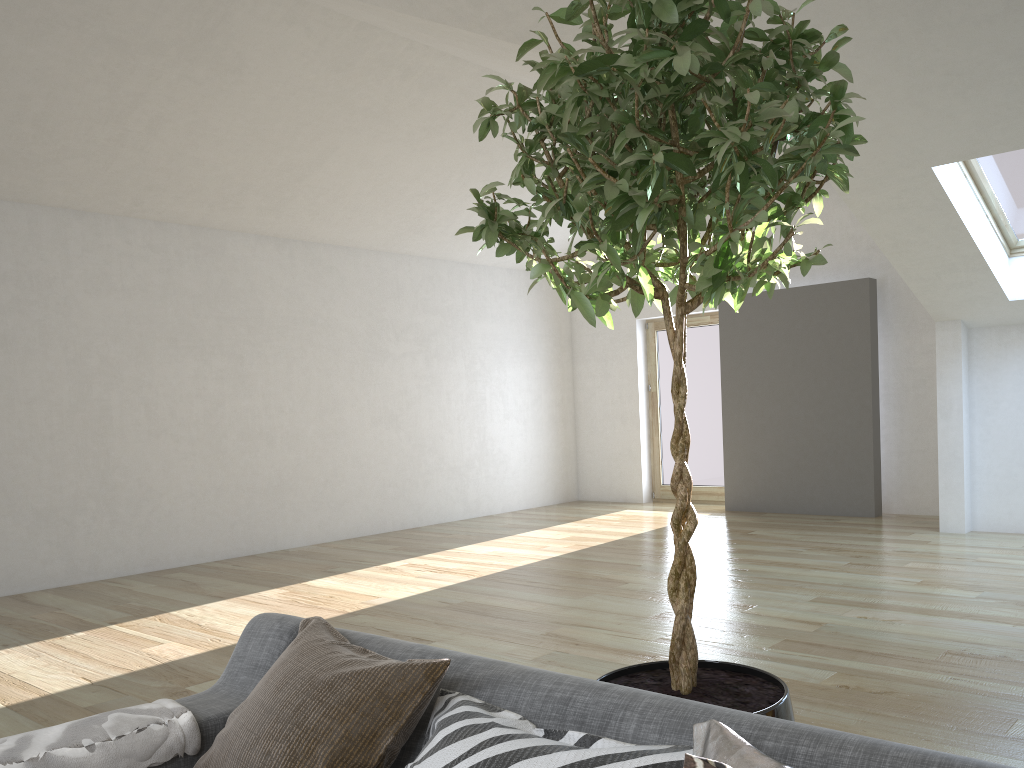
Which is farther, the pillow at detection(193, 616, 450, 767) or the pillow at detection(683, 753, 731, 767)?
the pillow at detection(193, 616, 450, 767)

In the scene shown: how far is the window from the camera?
5.7 meters

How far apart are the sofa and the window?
5.3 meters

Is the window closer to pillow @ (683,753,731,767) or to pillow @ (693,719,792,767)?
pillow @ (693,719,792,767)

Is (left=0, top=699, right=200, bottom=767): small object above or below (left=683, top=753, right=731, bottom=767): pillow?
below

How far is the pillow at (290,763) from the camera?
1.5 meters

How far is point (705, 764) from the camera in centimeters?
101cm

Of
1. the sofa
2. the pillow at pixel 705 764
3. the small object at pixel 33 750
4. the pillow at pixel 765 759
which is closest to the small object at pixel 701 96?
the sofa

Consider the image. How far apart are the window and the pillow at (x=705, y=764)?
5.70m

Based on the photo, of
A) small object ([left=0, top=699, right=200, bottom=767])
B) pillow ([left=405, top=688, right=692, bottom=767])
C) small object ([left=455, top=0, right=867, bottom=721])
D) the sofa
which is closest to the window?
small object ([left=455, top=0, right=867, bottom=721])
